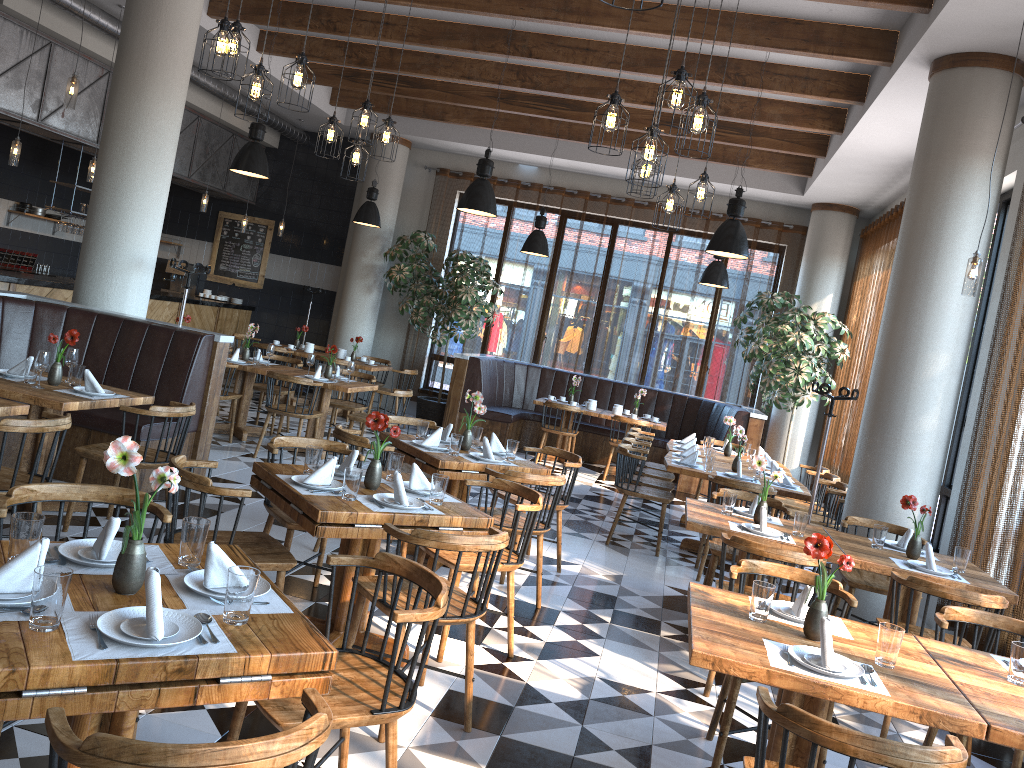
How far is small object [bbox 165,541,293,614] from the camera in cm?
235

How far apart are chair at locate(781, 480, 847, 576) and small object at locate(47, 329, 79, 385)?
5.96m

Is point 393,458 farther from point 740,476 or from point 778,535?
point 740,476

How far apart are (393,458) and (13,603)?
2.42m

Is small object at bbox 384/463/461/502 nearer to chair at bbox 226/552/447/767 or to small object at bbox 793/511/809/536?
chair at bbox 226/552/447/767

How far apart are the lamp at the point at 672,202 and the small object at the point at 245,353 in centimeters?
498cm

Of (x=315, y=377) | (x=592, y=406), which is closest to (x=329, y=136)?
(x=315, y=377)

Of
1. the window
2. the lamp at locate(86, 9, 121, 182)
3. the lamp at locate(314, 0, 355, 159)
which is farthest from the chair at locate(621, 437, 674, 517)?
the lamp at locate(86, 9, 121, 182)

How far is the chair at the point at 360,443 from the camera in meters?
5.3

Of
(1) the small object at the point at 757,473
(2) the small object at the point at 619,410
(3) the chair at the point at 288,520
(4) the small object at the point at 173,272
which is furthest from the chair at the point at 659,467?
(4) the small object at the point at 173,272
